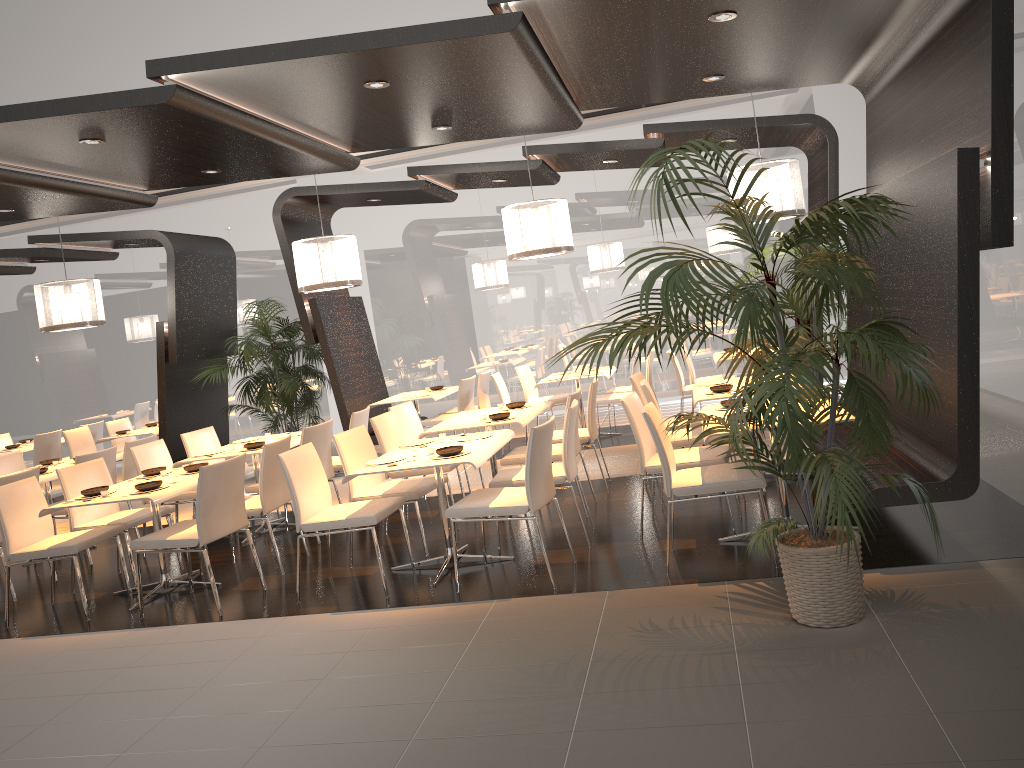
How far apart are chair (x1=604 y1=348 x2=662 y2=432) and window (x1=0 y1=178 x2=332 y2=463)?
4.83m

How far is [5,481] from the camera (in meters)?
6.28

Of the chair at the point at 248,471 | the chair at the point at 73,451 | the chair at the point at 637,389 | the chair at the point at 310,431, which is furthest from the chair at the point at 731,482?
the chair at the point at 73,451

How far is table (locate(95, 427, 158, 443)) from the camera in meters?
10.4

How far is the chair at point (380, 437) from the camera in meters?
6.6 m

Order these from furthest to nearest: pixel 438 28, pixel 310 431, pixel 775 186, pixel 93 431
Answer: pixel 93 431 < pixel 775 186 < pixel 310 431 < pixel 438 28

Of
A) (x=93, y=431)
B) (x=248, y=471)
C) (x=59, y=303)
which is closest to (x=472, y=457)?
(x=248, y=471)

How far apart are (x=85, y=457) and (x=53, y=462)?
1.15m

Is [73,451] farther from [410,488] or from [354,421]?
[410,488]

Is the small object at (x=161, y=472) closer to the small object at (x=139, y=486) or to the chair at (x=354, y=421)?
the small object at (x=139, y=486)
